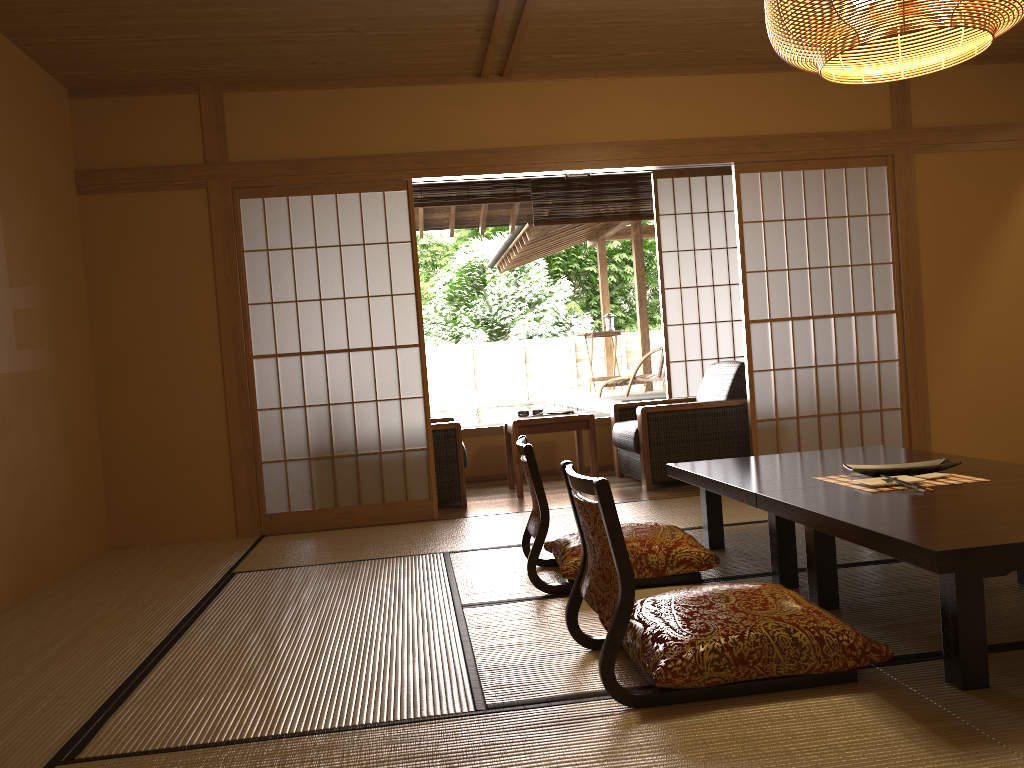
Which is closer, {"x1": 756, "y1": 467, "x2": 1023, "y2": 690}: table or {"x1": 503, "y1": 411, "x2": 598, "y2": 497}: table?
{"x1": 756, "y1": 467, "x2": 1023, "y2": 690}: table

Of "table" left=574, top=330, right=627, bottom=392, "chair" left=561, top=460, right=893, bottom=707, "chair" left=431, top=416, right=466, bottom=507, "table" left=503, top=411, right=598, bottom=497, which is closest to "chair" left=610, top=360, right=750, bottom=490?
"table" left=503, top=411, right=598, bottom=497

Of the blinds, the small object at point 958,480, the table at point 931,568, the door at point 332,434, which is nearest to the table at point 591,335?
the door at point 332,434

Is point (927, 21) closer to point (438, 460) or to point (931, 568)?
point (931, 568)

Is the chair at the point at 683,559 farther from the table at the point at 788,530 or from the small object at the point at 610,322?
the small object at the point at 610,322

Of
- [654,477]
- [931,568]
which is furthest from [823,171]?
[931,568]

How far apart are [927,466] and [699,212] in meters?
4.3 m

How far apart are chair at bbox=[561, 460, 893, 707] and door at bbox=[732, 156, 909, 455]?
2.9m

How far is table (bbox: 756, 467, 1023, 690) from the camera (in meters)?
1.92

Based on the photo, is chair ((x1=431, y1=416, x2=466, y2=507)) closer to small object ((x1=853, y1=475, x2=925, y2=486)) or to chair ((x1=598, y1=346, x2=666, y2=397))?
chair ((x1=598, y1=346, x2=666, y2=397))
